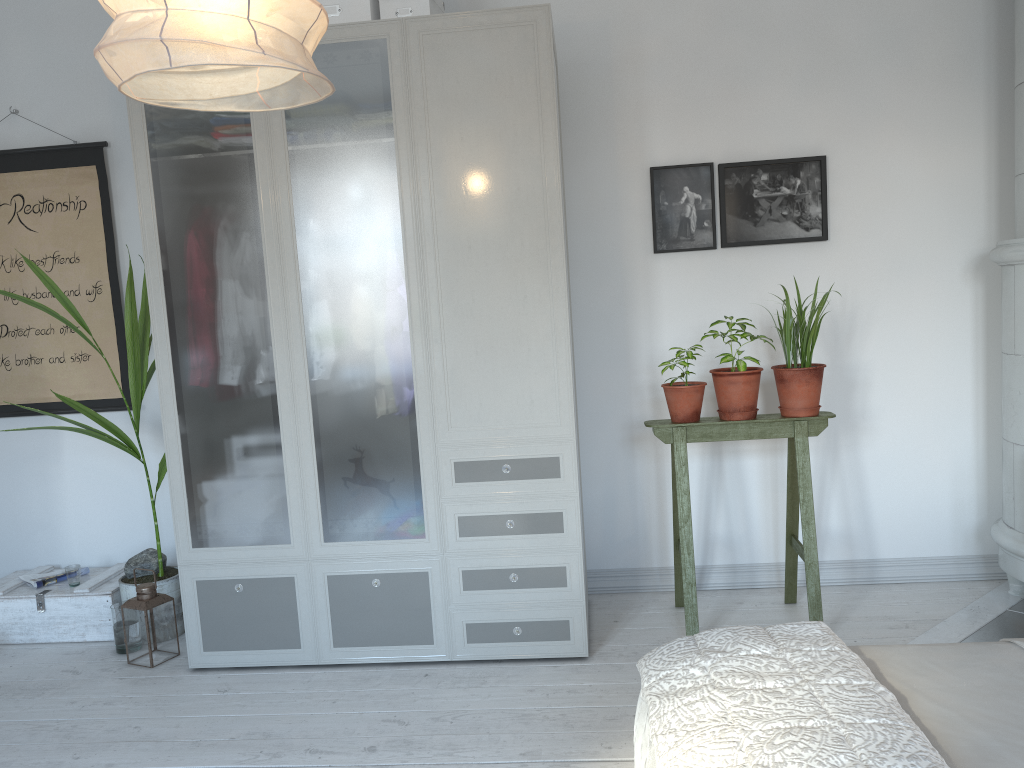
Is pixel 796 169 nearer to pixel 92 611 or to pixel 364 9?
pixel 364 9

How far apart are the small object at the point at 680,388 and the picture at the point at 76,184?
2.3m

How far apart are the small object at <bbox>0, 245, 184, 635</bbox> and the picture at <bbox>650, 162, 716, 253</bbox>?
2.05m

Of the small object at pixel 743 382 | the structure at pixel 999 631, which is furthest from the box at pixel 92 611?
the structure at pixel 999 631

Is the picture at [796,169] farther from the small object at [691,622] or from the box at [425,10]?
the box at [425,10]

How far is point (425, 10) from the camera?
3.0m

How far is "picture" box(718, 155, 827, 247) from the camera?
3.5m

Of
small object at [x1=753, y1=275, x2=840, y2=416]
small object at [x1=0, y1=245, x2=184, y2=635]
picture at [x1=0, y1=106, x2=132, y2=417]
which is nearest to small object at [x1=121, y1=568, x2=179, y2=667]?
small object at [x1=0, y1=245, x2=184, y2=635]

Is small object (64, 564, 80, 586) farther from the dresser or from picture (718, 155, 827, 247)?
picture (718, 155, 827, 247)

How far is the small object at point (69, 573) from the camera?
3.60m
